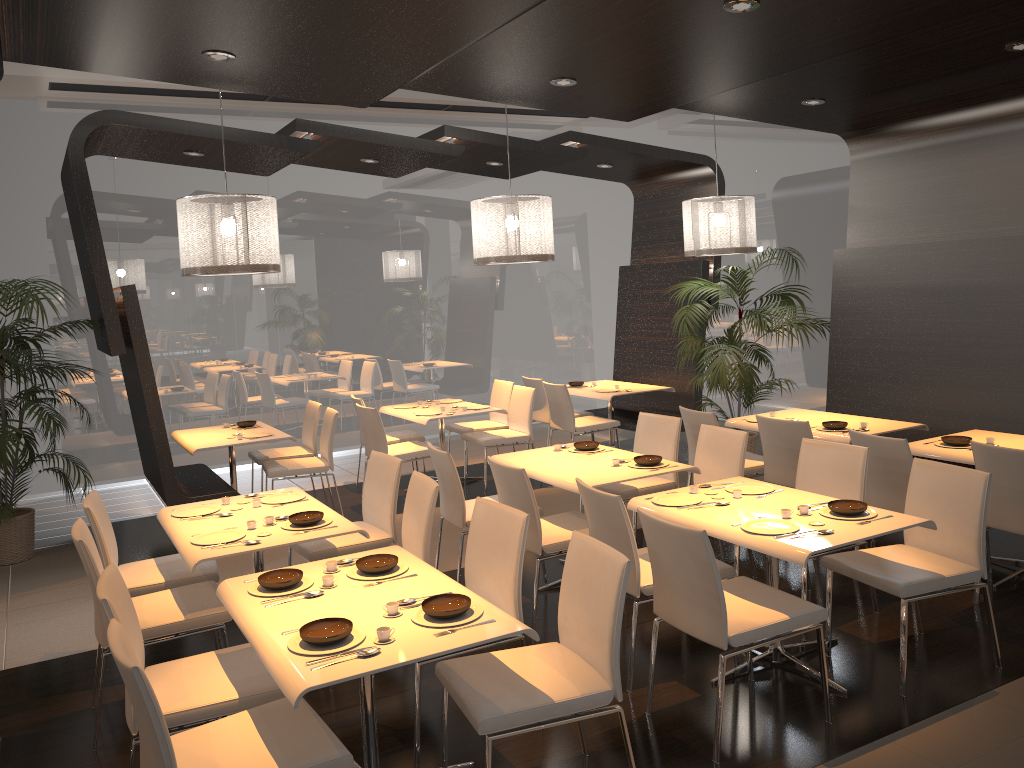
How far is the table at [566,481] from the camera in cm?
496

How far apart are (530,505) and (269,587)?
1.7 meters

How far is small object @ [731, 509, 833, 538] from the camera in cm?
378

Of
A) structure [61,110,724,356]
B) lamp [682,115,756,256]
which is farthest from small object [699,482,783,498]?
structure [61,110,724,356]

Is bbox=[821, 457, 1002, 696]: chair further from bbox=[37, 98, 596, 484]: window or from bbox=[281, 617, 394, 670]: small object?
bbox=[37, 98, 596, 484]: window

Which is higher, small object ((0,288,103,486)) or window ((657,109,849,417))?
window ((657,109,849,417))

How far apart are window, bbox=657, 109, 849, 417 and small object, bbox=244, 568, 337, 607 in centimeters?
714cm

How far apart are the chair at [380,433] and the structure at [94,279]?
2.00m

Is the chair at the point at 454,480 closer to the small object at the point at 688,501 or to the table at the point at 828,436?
the small object at the point at 688,501

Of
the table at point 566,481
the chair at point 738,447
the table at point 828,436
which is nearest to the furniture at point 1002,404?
the table at point 828,436
